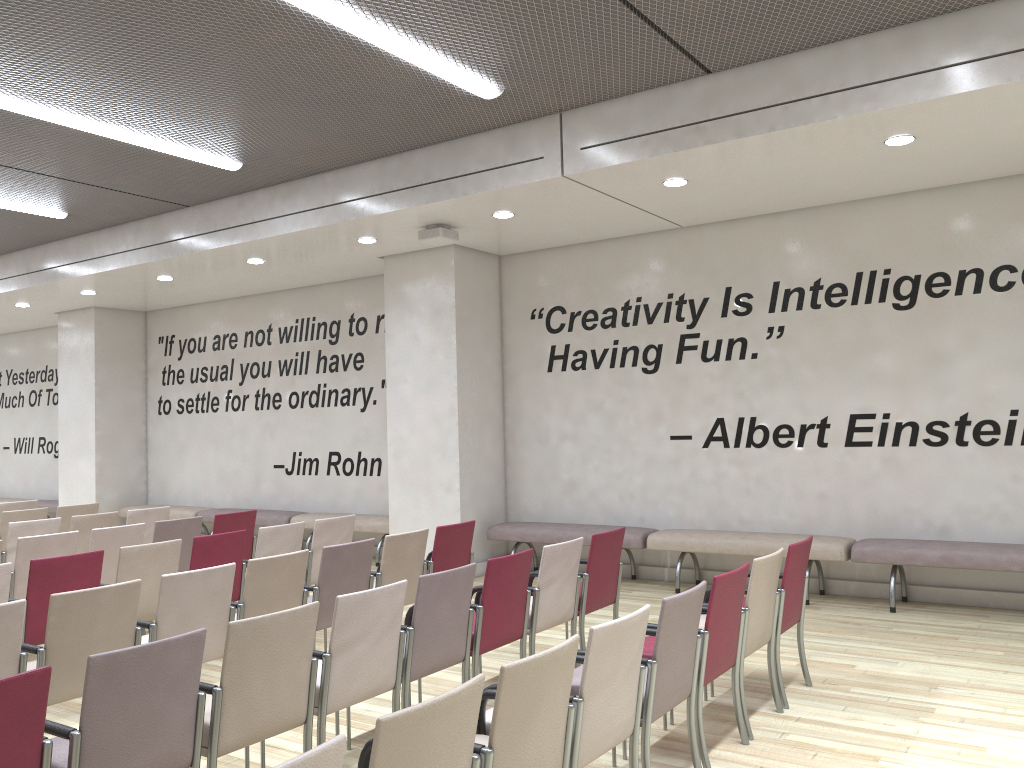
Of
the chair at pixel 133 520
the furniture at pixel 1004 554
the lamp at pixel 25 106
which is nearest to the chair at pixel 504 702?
the furniture at pixel 1004 554

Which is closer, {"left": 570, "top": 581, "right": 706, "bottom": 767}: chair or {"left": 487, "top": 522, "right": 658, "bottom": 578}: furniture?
{"left": 570, "top": 581, "right": 706, "bottom": 767}: chair

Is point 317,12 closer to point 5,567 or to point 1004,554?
point 5,567

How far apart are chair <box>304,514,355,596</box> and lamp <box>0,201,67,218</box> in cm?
511

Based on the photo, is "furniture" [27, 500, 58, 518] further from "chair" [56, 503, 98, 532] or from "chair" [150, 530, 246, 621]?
"chair" [150, 530, 246, 621]

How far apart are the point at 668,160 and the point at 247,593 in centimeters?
417cm

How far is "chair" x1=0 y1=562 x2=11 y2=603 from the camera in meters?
5.0

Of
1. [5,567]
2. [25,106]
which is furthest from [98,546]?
[25,106]

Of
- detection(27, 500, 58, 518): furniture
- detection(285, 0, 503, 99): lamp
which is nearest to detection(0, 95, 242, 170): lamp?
detection(285, 0, 503, 99): lamp

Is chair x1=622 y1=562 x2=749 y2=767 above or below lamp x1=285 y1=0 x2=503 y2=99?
below
